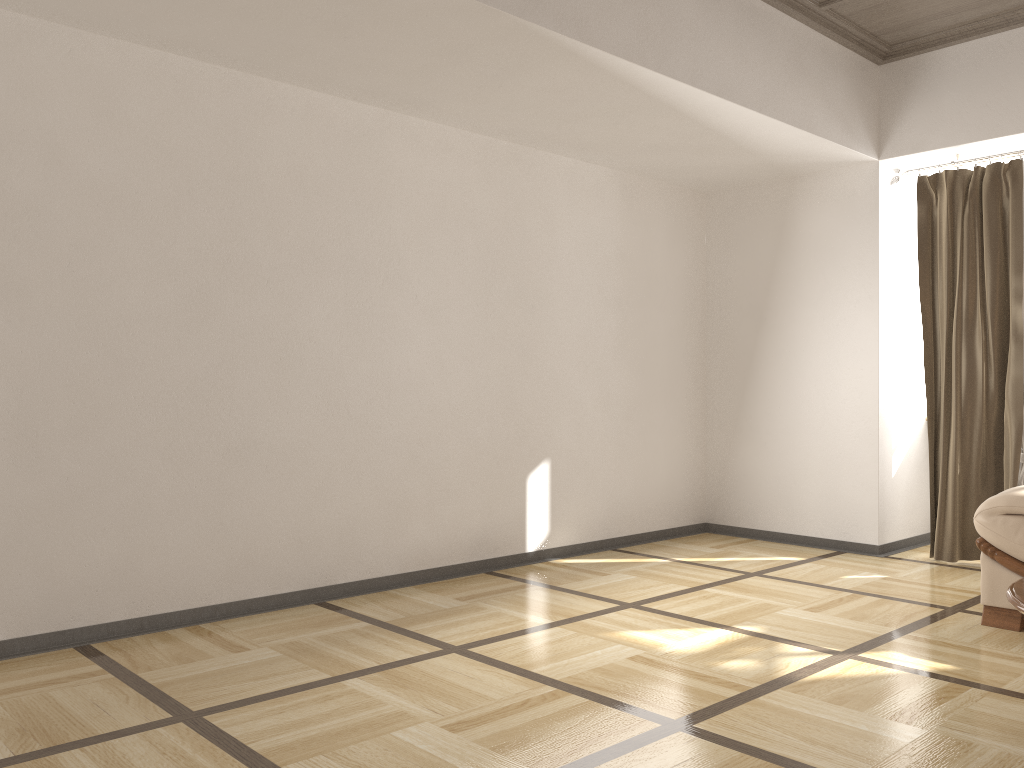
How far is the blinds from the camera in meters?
4.7

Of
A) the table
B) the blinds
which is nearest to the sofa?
the table

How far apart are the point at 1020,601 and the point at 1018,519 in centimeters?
130cm

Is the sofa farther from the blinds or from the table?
the blinds

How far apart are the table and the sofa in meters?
1.0 m

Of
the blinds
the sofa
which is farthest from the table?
the blinds

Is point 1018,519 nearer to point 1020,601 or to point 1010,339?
point 1020,601

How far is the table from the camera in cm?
239

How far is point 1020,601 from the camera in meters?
2.4

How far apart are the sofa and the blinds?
1.2 meters
